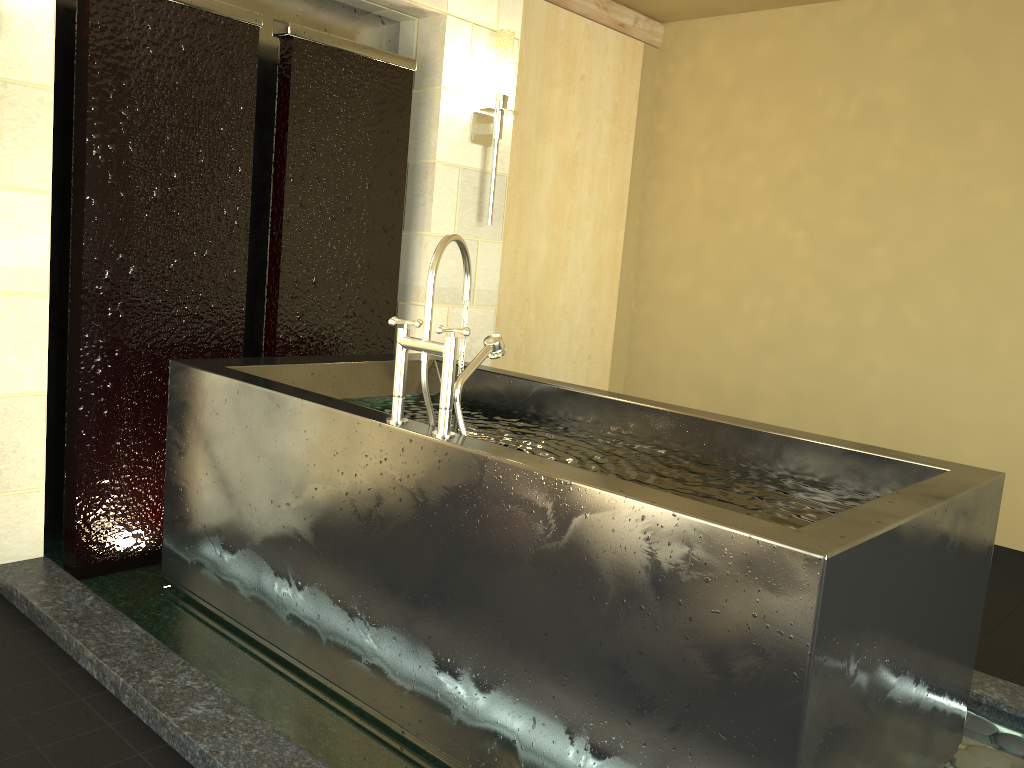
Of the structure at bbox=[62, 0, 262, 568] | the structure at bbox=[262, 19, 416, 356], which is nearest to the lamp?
the structure at bbox=[262, 19, 416, 356]

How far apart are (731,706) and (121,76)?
2.6m

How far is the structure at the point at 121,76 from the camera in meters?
2.8 m

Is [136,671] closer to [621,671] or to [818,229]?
[621,671]

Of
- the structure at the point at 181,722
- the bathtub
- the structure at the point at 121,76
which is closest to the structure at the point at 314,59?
the structure at the point at 121,76

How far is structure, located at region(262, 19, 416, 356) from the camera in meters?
3.3 m

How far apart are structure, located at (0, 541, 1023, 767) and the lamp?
2.16m

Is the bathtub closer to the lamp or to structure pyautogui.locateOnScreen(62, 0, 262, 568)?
structure pyautogui.locateOnScreen(62, 0, 262, 568)

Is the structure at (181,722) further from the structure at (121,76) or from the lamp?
the lamp

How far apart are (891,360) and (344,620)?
3.4 meters
